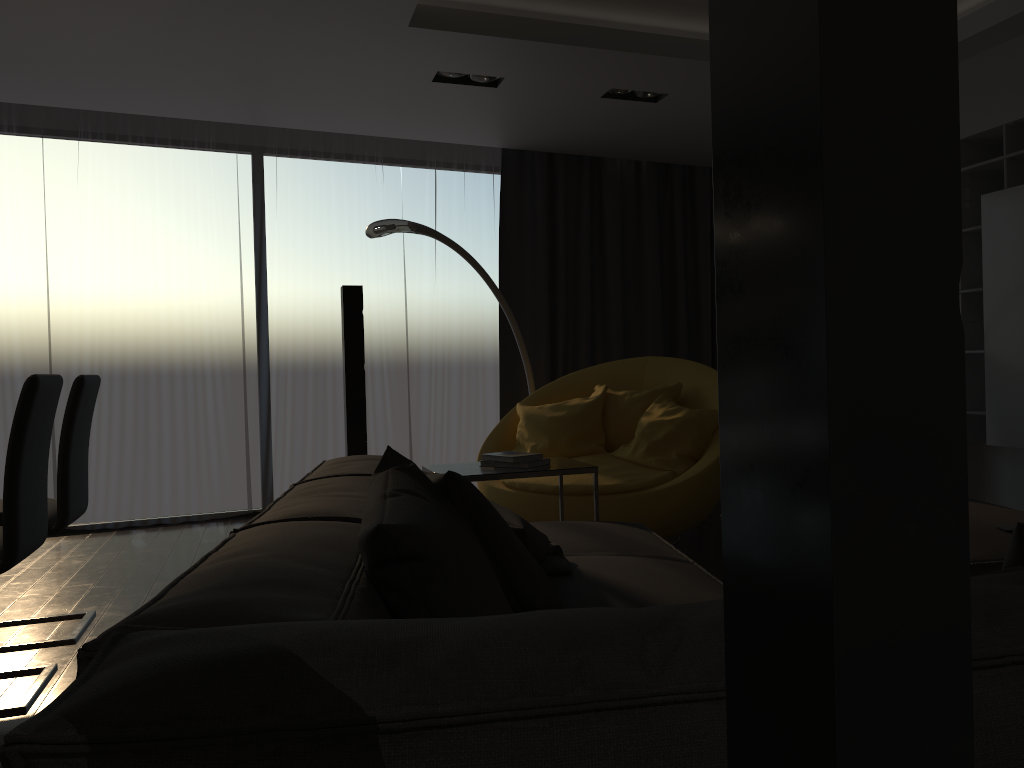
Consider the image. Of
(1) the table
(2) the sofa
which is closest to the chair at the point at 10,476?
(2) the sofa

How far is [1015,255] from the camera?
4.12m

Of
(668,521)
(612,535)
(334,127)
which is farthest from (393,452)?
(334,127)

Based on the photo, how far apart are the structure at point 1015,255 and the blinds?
2.7 meters

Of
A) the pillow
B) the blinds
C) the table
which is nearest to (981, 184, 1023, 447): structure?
the table

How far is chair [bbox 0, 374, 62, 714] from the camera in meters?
2.6 m

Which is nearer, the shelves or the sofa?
the sofa

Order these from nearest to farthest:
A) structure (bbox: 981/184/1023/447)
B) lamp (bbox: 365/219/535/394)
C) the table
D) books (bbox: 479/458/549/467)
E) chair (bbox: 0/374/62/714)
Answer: chair (bbox: 0/374/62/714)
the table
books (bbox: 479/458/549/467)
structure (bbox: 981/184/1023/447)
lamp (bbox: 365/219/535/394)

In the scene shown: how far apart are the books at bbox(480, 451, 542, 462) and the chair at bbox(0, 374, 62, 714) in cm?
155

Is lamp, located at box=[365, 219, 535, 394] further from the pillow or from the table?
the pillow
